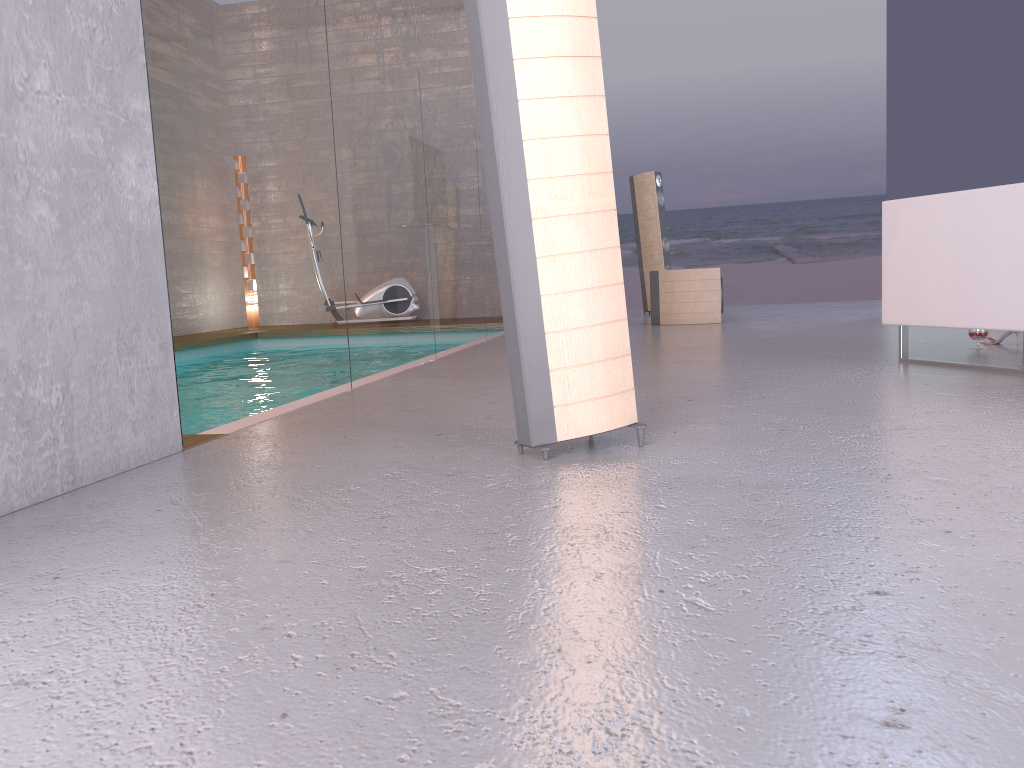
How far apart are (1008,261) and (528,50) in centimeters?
221cm

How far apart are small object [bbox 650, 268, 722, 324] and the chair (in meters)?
3.37

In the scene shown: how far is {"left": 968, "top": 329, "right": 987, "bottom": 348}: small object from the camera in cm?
437

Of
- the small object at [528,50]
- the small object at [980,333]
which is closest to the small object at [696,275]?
the small object at [980,333]

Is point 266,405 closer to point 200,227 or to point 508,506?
point 200,227

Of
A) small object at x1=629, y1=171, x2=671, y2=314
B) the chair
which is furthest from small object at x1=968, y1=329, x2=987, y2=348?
small object at x1=629, y1=171, x2=671, y2=314

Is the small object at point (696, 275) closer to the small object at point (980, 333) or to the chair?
the small object at point (980, 333)

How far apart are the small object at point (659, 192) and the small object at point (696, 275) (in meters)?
1.73

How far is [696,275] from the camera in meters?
7.3 m

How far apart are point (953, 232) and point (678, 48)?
13.4m
